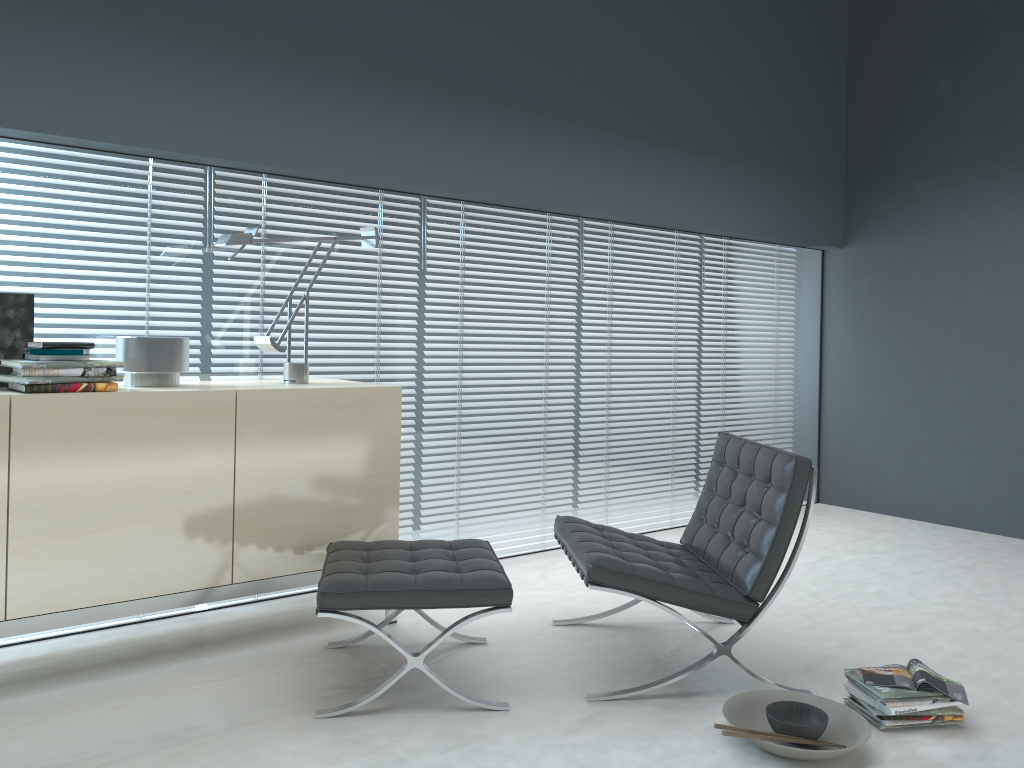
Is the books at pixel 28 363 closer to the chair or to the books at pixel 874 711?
the chair

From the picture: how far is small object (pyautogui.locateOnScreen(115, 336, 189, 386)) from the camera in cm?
294

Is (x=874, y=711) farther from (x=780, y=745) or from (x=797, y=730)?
(x=780, y=745)

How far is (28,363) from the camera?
2.6m

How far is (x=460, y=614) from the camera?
3.5m

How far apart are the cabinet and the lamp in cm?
6

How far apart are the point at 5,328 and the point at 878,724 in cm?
291

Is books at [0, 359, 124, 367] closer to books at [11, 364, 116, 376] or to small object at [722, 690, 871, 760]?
books at [11, 364, 116, 376]

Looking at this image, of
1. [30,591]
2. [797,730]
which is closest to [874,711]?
[797,730]

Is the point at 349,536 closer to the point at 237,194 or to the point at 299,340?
the point at 299,340
